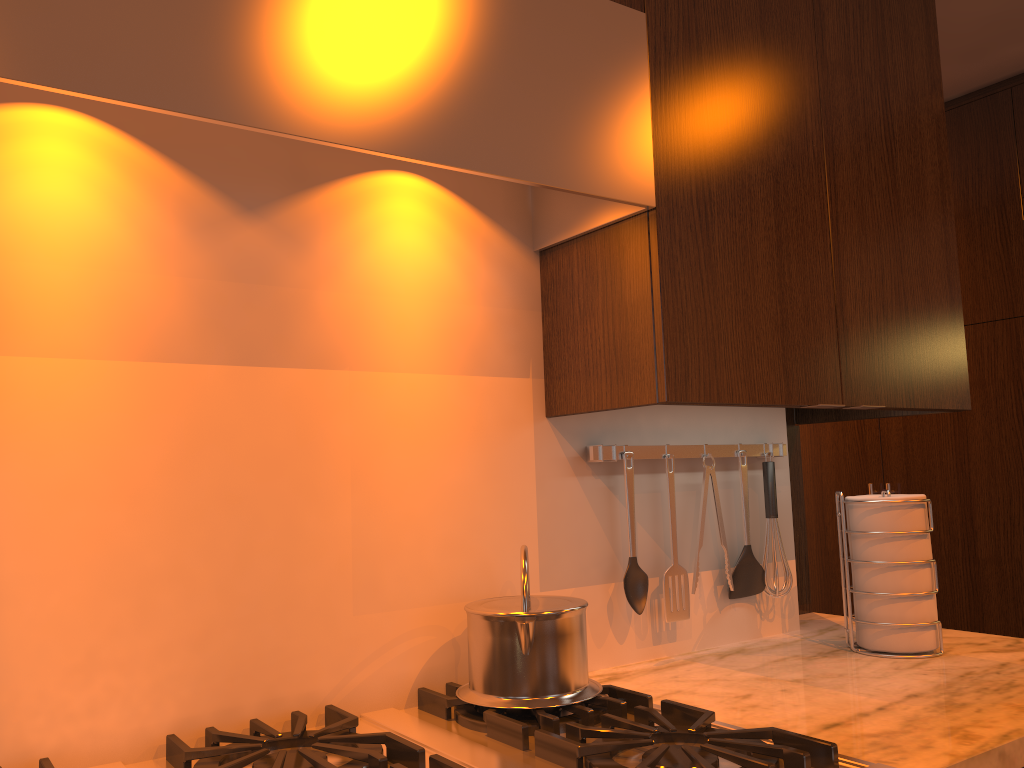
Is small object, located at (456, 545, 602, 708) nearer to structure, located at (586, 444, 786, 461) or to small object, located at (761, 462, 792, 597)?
structure, located at (586, 444, 786, 461)

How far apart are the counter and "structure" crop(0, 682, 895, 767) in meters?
0.0 m

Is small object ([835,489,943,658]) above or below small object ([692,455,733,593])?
below

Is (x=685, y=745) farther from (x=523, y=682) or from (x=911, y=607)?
(x=911, y=607)

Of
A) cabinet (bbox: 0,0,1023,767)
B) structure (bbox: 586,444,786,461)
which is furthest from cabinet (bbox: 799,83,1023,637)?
structure (bbox: 586,444,786,461)

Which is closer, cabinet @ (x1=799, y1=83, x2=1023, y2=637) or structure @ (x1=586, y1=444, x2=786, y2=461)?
structure @ (x1=586, y1=444, x2=786, y2=461)

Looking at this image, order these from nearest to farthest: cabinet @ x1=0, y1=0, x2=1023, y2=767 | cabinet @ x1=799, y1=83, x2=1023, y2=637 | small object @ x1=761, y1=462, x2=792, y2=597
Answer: cabinet @ x1=0, y1=0, x2=1023, y2=767 < small object @ x1=761, y1=462, x2=792, y2=597 < cabinet @ x1=799, y1=83, x2=1023, y2=637

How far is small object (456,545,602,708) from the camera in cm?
125

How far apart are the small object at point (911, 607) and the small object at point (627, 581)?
0.4m

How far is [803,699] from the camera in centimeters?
135cm
